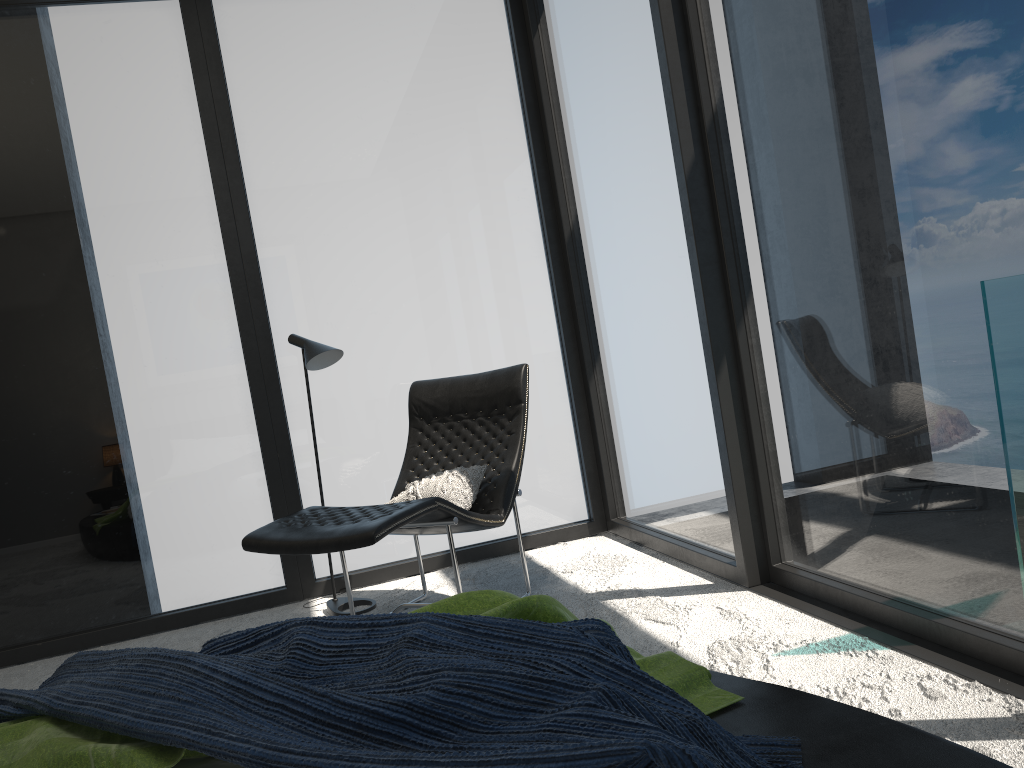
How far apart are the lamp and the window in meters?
0.3 m

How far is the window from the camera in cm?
240

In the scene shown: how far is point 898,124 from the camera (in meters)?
2.40

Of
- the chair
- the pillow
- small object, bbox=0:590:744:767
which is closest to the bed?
small object, bbox=0:590:744:767

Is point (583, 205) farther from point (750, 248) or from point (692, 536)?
point (692, 536)

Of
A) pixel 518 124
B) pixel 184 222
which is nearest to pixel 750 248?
pixel 518 124

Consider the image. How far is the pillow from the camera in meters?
3.6

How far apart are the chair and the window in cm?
38

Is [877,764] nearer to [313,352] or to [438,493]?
[438,493]

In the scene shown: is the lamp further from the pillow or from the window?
the pillow
